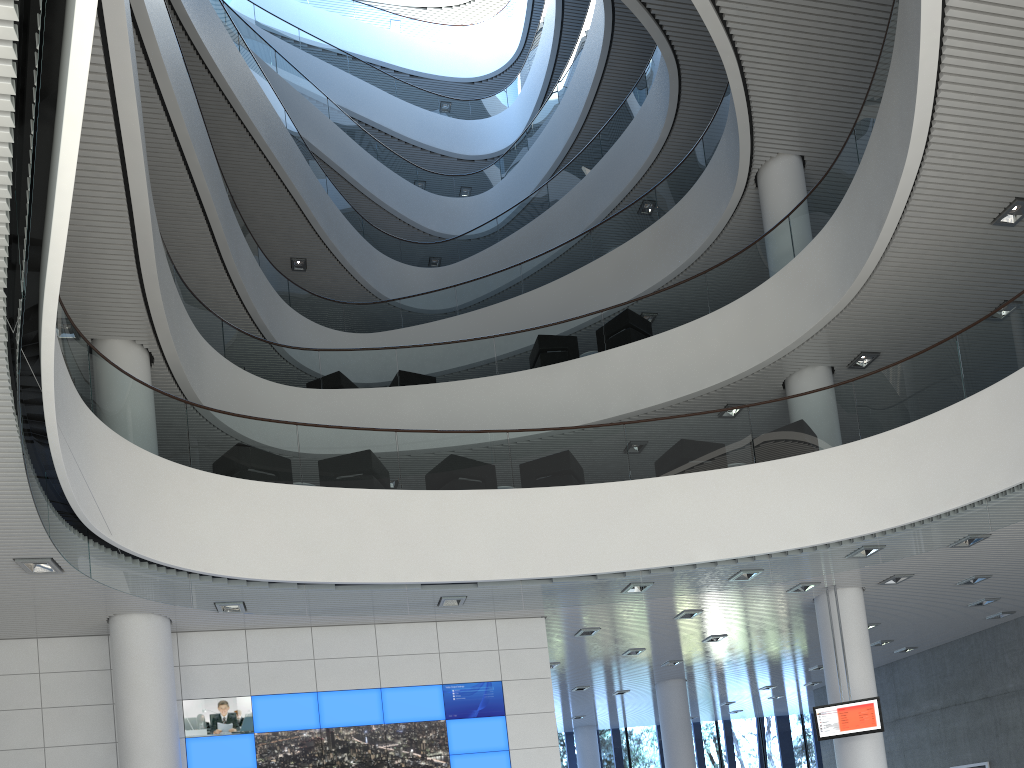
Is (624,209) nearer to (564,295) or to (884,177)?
(564,295)

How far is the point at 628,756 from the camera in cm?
1480

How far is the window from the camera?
Result: 14.8m

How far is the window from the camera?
14.80m
